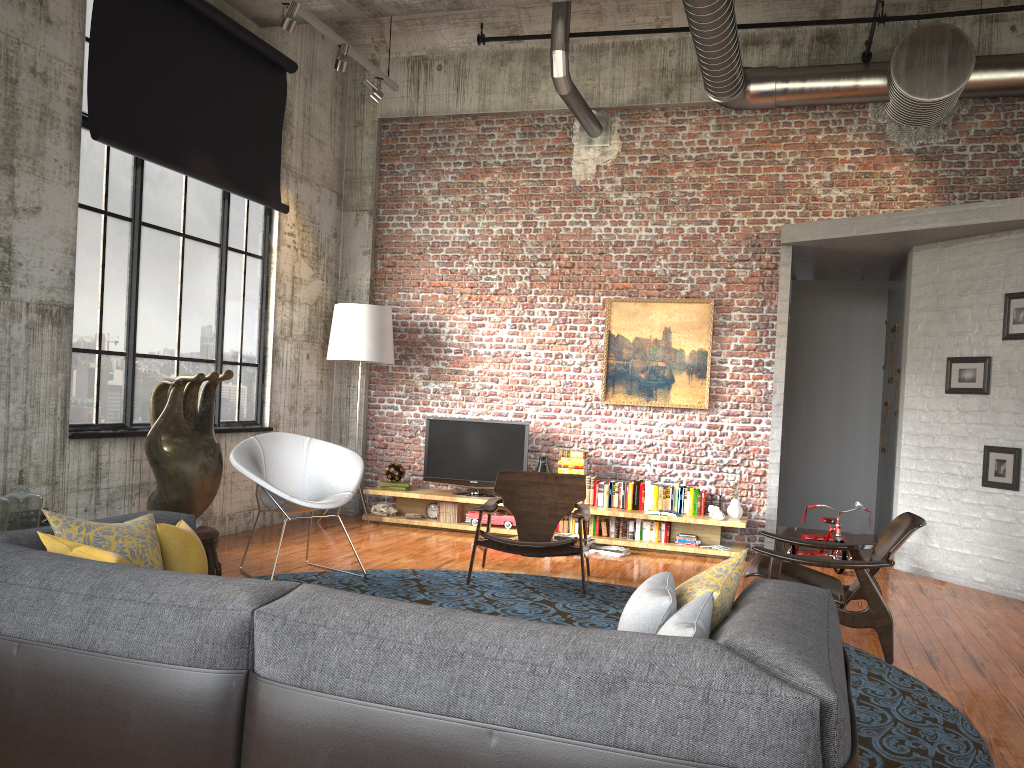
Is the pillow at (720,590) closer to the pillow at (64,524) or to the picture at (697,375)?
the pillow at (64,524)

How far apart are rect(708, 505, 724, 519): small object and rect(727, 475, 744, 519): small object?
0.1m

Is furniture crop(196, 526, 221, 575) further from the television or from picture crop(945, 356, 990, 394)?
picture crop(945, 356, 990, 394)

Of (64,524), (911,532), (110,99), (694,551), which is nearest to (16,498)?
(64,524)

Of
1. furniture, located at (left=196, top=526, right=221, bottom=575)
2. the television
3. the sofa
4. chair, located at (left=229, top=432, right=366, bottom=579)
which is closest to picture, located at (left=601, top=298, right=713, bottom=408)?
the television

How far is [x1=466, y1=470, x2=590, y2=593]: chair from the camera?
6.37m

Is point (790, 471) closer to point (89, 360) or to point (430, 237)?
point (430, 237)

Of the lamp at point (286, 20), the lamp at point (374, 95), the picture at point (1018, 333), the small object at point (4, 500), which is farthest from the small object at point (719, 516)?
the small object at point (4, 500)

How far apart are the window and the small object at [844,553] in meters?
5.2 m

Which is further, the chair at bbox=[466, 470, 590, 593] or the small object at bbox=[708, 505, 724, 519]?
the small object at bbox=[708, 505, 724, 519]
